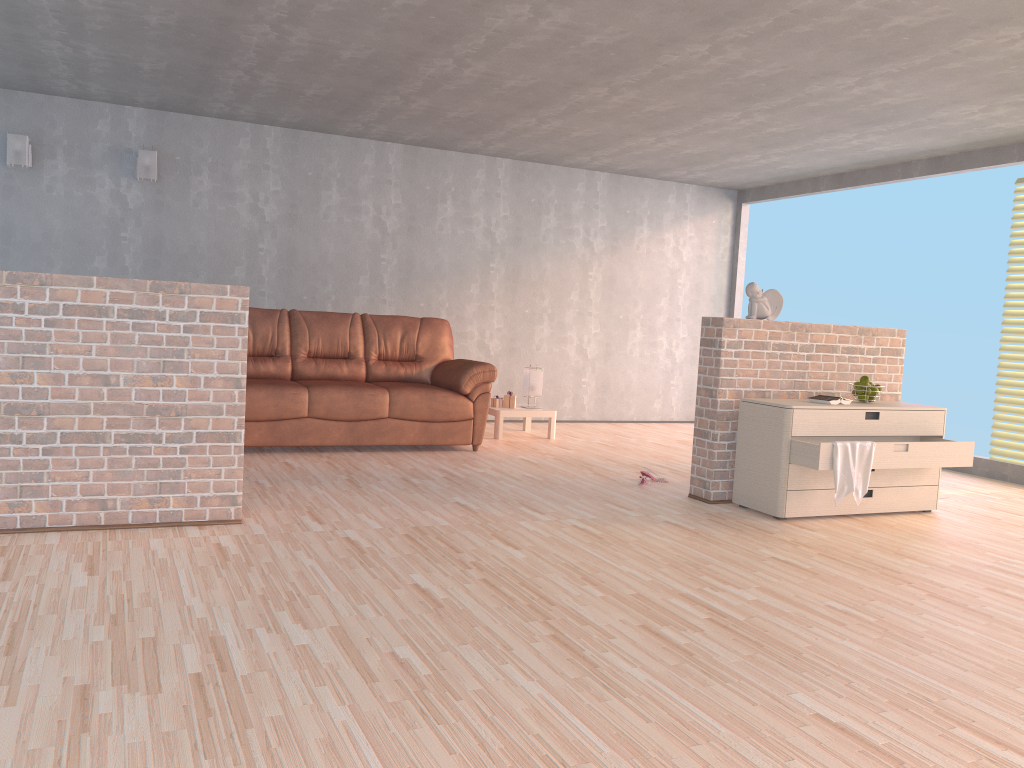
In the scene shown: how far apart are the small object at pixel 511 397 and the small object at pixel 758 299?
2.7m

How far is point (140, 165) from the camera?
6.8m

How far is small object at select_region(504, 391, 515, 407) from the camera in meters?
7.4

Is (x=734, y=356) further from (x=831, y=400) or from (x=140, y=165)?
(x=140, y=165)

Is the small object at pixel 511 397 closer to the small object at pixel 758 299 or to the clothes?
the small object at pixel 758 299

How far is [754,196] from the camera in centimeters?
912cm

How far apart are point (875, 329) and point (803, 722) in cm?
371

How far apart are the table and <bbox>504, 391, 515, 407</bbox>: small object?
0.1 meters

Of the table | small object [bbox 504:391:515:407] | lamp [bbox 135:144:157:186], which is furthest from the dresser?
lamp [bbox 135:144:157:186]

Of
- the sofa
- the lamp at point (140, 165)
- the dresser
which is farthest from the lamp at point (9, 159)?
the dresser
